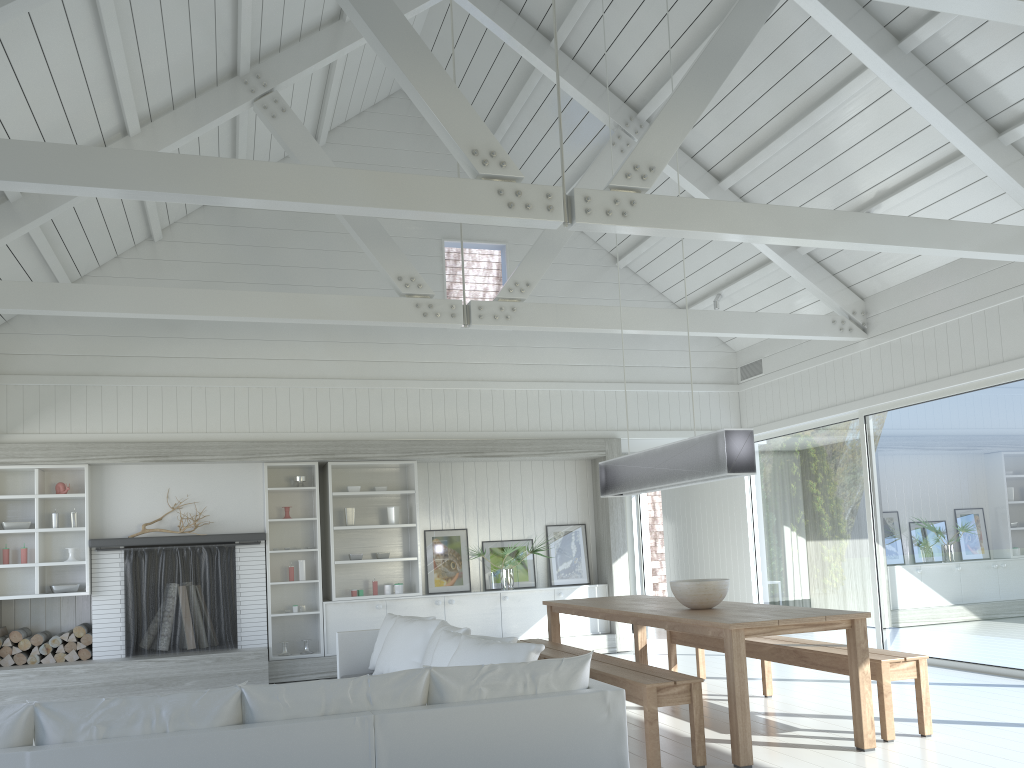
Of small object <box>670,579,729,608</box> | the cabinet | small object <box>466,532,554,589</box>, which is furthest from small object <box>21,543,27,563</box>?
small object <box>670,579,729,608</box>

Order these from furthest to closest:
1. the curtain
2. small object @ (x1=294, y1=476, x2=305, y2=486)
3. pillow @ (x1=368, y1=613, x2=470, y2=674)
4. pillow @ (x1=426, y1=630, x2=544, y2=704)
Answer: the curtain → small object @ (x1=294, y1=476, x2=305, y2=486) → pillow @ (x1=368, y1=613, x2=470, y2=674) → pillow @ (x1=426, y1=630, x2=544, y2=704)

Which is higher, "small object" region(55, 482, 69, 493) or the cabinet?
"small object" region(55, 482, 69, 493)

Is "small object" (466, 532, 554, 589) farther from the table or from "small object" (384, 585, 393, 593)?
the table

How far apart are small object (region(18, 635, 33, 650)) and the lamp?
5.5 meters

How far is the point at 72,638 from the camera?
8.16m

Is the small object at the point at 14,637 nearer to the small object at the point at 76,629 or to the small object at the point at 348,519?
the small object at the point at 76,629

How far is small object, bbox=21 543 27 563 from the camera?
8.19m

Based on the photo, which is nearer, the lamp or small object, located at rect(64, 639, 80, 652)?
the lamp

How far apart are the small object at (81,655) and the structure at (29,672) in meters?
0.2 m
